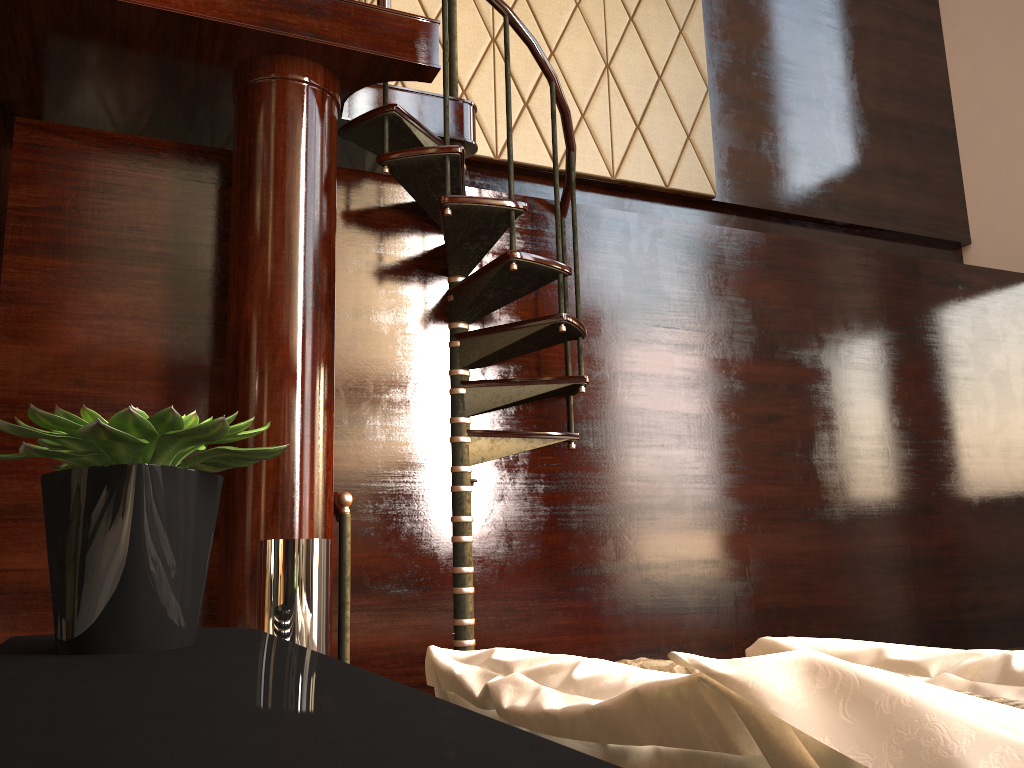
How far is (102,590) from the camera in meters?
0.7 m

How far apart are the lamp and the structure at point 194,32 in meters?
1.5

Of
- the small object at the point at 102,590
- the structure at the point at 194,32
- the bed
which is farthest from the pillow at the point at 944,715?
the structure at the point at 194,32

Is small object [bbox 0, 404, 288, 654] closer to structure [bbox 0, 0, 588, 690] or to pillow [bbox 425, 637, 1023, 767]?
pillow [bbox 425, 637, 1023, 767]

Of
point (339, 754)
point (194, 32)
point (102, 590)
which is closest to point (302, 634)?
point (102, 590)

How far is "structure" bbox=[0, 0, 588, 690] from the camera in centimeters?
249cm

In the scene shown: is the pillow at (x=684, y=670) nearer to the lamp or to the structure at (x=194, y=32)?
the lamp

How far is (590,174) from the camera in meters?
4.2 m

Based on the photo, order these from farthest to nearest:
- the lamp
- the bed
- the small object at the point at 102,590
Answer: the lamp, the small object at the point at 102,590, the bed

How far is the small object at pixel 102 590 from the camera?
0.7m
